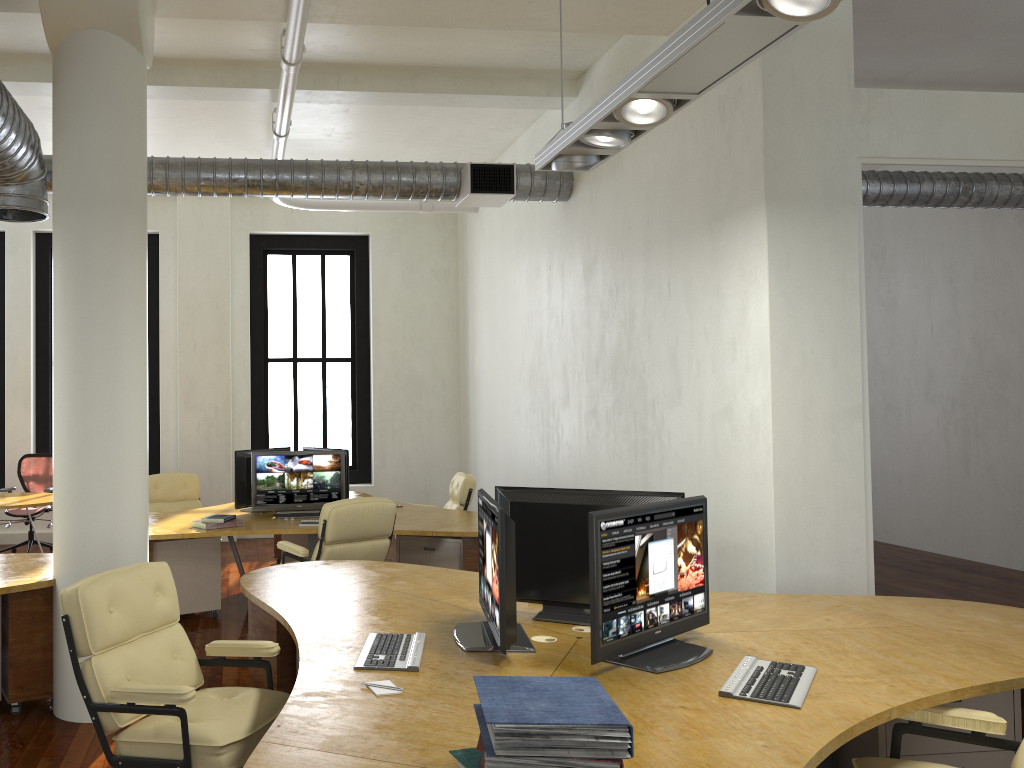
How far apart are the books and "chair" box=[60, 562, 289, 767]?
1.18m

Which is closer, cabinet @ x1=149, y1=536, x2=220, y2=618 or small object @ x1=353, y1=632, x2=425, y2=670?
small object @ x1=353, y1=632, x2=425, y2=670

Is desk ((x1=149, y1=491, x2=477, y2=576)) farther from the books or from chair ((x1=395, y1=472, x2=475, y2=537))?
the books

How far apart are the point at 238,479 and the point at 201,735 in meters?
4.7 m

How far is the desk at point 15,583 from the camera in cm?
469

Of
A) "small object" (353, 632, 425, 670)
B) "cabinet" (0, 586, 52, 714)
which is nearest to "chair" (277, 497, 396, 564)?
"cabinet" (0, 586, 52, 714)

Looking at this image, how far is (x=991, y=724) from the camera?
2.74m

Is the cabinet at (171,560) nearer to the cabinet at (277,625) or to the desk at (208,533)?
the desk at (208,533)

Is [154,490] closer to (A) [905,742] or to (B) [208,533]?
(B) [208,533]

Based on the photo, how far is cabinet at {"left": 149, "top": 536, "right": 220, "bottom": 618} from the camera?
6.8 meters
